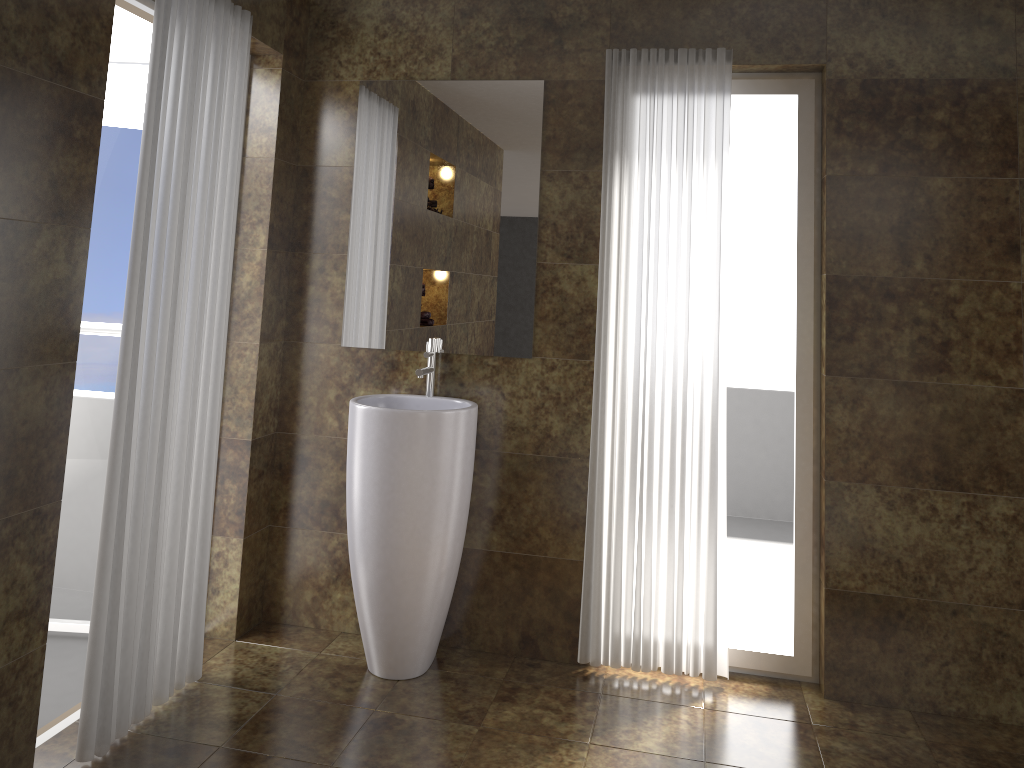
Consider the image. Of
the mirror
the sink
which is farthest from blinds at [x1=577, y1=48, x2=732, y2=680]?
the sink

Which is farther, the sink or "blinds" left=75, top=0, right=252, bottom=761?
the sink

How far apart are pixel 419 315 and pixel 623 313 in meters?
0.8 m

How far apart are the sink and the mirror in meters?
0.0

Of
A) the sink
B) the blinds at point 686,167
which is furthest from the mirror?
the blinds at point 686,167

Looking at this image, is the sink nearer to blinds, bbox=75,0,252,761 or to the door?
blinds, bbox=75,0,252,761

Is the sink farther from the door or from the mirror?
the door

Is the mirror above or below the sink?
above

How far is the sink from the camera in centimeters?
300cm

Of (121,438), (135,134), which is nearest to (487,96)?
(135,134)
